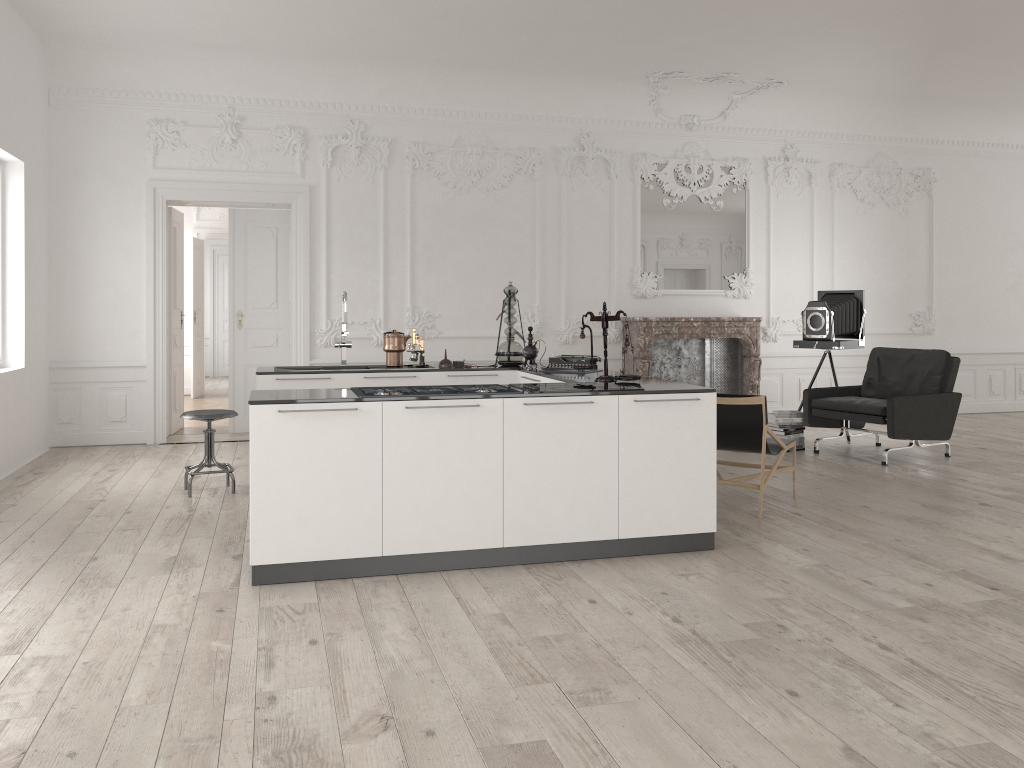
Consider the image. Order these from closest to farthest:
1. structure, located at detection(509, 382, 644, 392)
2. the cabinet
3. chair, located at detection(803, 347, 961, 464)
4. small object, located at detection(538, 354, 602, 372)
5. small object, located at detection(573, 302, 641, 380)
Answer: the cabinet < structure, located at detection(509, 382, 644, 392) < small object, located at detection(573, 302, 641, 380) < small object, located at detection(538, 354, 602, 372) < chair, located at detection(803, 347, 961, 464)

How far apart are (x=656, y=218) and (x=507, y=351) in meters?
4.0

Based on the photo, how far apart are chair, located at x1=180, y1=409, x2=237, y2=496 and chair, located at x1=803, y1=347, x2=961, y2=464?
5.1m

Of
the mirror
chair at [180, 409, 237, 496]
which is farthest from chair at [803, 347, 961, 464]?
chair at [180, 409, 237, 496]

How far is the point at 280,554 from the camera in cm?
431

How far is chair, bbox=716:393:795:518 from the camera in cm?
571

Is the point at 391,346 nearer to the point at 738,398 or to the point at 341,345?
the point at 341,345

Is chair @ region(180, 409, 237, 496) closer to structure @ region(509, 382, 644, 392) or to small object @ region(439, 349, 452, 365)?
small object @ region(439, 349, 452, 365)

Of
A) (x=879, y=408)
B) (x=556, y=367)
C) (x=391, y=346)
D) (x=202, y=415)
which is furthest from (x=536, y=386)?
(x=879, y=408)

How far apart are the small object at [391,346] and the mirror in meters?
4.1 m
